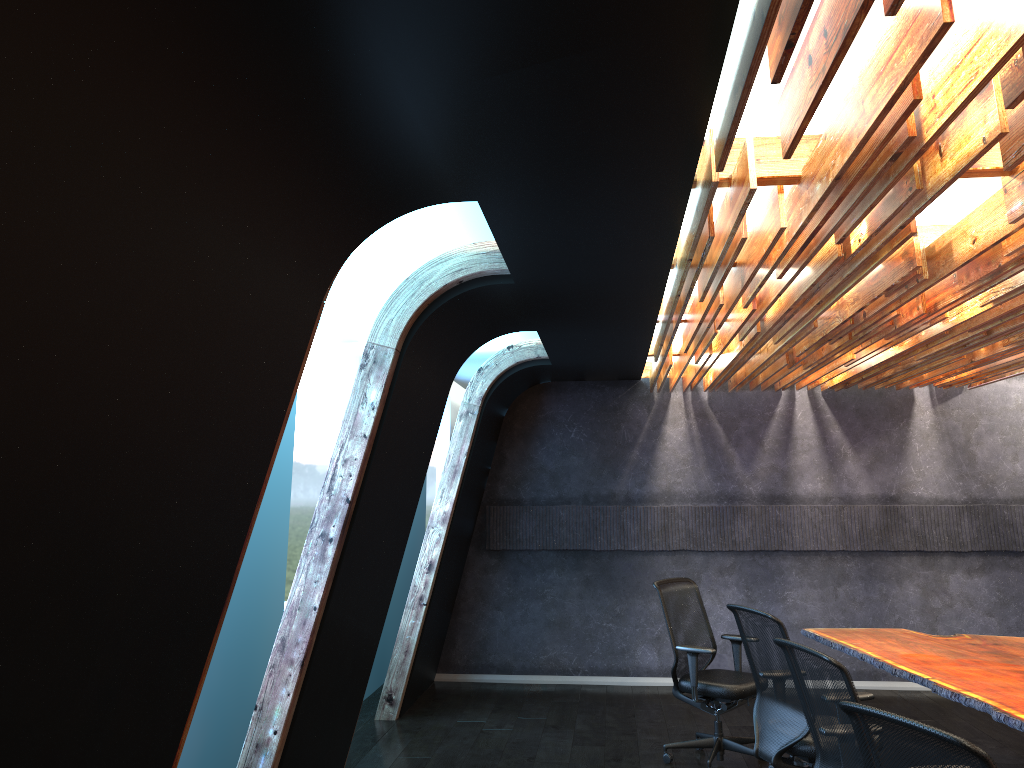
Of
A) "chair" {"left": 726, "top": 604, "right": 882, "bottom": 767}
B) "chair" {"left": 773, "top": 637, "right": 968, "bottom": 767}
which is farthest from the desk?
"chair" {"left": 773, "top": 637, "right": 968, "bottom": 767}

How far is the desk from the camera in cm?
480

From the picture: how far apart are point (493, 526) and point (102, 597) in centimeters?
725cm

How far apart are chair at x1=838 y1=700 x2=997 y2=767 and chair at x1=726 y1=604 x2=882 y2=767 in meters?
2.1 m

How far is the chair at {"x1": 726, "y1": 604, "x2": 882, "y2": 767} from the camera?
4.98m

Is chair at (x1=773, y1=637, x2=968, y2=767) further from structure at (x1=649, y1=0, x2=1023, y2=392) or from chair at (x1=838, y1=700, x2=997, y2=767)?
structure at (x1=649, y1=0, x2=1023, y2=392)

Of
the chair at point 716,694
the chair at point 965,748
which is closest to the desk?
the chair at point 716,694

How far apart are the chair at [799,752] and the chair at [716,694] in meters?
0.8

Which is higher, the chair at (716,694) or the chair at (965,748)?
the chair at (965,748)

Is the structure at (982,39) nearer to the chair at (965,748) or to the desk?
the chair at (965,748)
